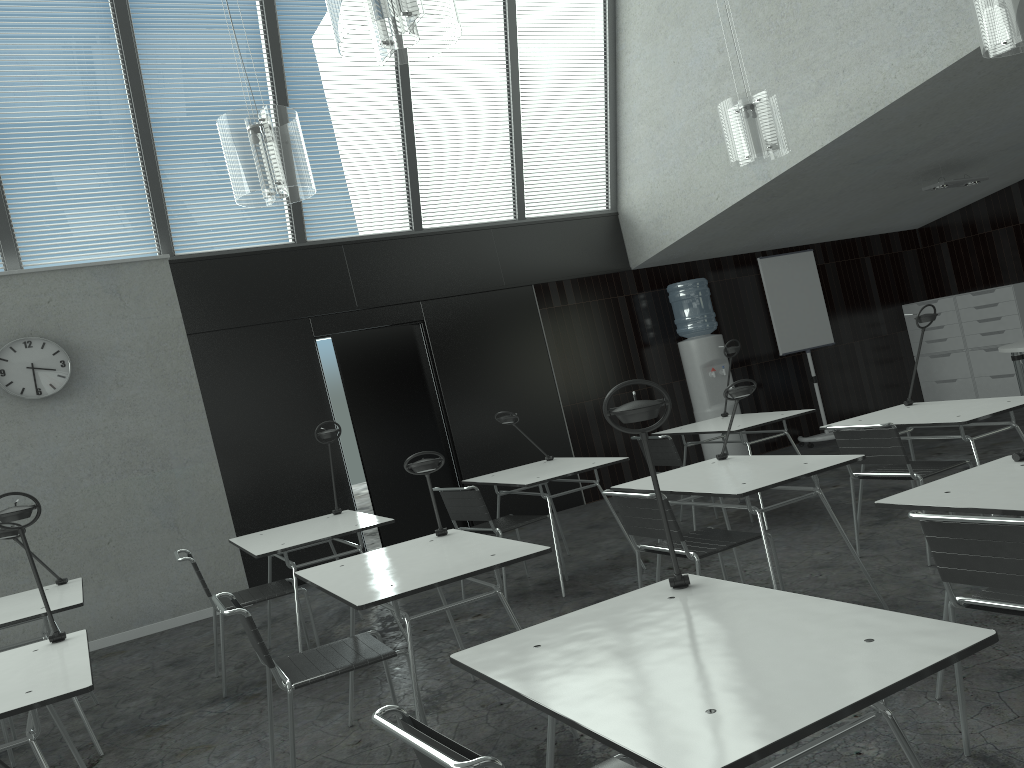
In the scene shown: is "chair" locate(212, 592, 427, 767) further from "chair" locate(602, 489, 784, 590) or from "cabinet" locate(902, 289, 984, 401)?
"cabinet" locate(902, 289, 984, 401)

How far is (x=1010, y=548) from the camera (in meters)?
2.20

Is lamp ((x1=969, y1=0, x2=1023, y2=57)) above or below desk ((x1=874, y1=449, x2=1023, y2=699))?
above

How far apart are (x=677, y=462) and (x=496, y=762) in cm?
435

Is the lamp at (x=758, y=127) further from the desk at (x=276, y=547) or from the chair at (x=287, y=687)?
the chair at (x=287, y=687)

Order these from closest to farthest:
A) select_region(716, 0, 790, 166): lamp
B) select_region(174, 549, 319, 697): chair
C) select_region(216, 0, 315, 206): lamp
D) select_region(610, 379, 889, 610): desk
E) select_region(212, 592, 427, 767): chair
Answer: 1. select_region(212, 592, 427, 767): chair
2. select_region(610, 379, 889, 610): desk
3. select_region(216, 0, 315, 206): lamp
4. select_region(174, 549, 319, 697): chair
5. select_region(716, 0, 790, 166): lamp

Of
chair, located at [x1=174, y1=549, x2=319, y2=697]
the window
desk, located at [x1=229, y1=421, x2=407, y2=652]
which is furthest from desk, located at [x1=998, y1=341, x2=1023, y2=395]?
chair, located at [x1=174, y1=549, x2=319, y2=697]

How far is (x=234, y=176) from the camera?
3.9 meters

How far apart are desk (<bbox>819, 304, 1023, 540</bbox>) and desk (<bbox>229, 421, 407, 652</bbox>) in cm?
251

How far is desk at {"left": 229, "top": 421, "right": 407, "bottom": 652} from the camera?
4.3m
